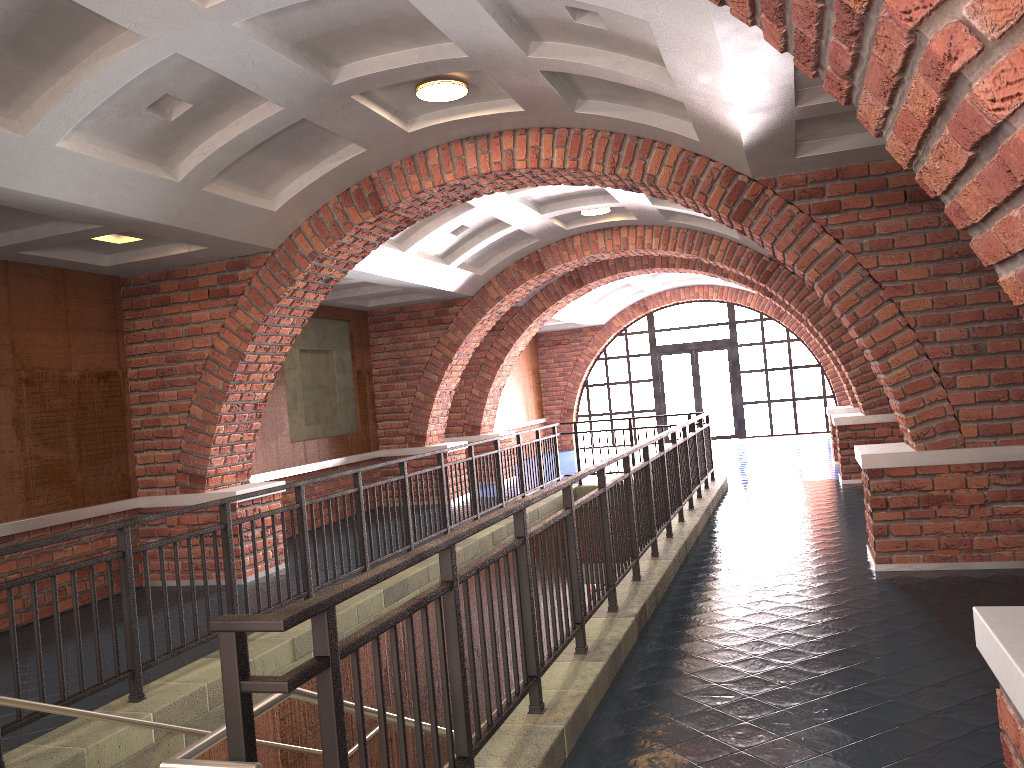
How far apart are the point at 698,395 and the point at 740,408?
1.0m

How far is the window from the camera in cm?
2113

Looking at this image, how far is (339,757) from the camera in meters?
2.3

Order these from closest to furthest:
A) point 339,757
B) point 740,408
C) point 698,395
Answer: point 339,757 < point 740,408 < point 698,395

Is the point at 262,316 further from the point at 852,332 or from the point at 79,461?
the point at 852,332

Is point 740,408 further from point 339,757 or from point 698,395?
point 339,757

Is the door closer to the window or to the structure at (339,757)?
the window

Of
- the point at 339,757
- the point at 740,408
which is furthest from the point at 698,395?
the point at 339,757

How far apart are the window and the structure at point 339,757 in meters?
9.3 m

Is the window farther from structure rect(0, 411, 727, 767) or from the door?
structure rect(0, 411, 727, 767)
